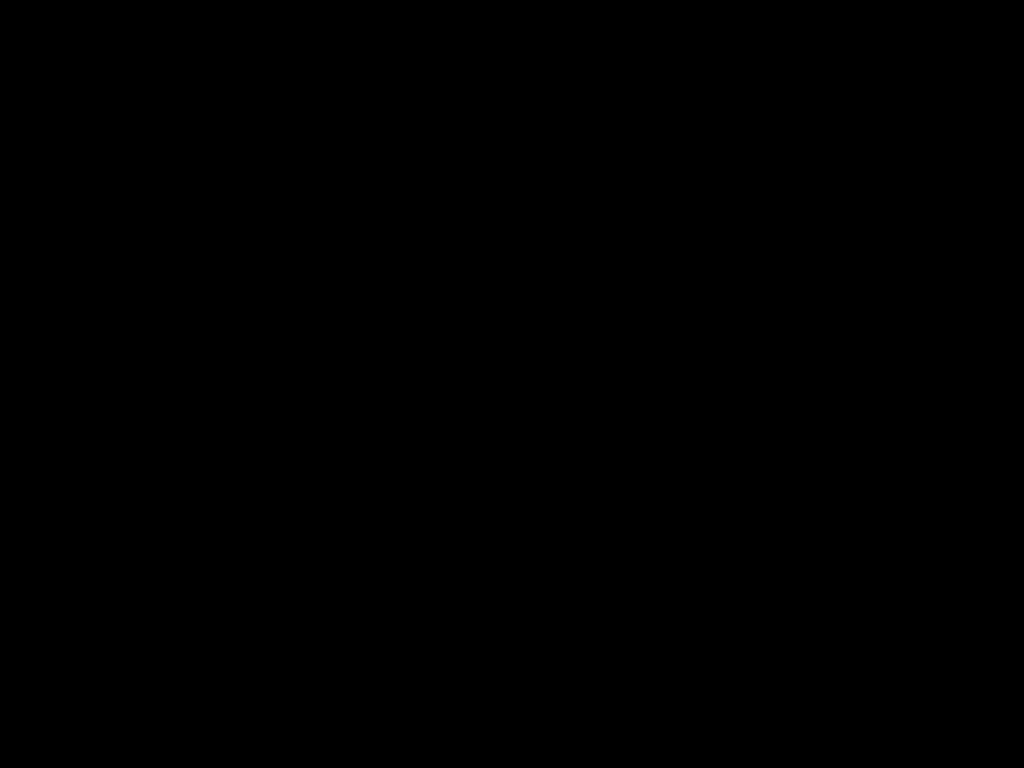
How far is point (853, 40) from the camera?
0.41m

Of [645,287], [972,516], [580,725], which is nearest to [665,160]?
[645,287]
